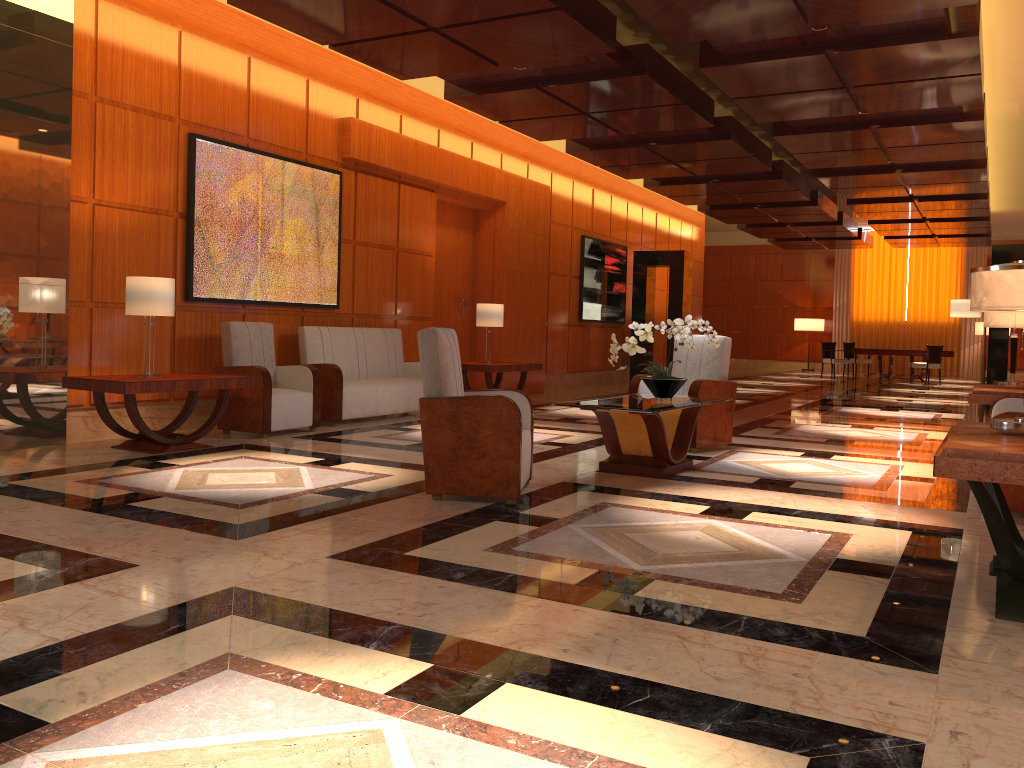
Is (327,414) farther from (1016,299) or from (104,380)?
(1016,299)

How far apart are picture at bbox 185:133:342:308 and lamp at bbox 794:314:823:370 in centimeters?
1880cm

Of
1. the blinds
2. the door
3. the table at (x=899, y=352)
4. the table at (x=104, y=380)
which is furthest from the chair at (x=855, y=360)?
the table at (x=104, y=380)

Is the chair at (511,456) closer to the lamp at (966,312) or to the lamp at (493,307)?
the lamp at (493,307)

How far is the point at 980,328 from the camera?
23.14m

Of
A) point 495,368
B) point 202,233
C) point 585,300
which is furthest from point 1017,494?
point 585,300

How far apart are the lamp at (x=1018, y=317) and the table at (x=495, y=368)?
5.2 meters

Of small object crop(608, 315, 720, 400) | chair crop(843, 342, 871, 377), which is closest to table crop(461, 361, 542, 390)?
small object crop(608, 315, 720, 400)

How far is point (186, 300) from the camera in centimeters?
766cm

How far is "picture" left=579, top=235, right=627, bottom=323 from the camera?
15.0m
